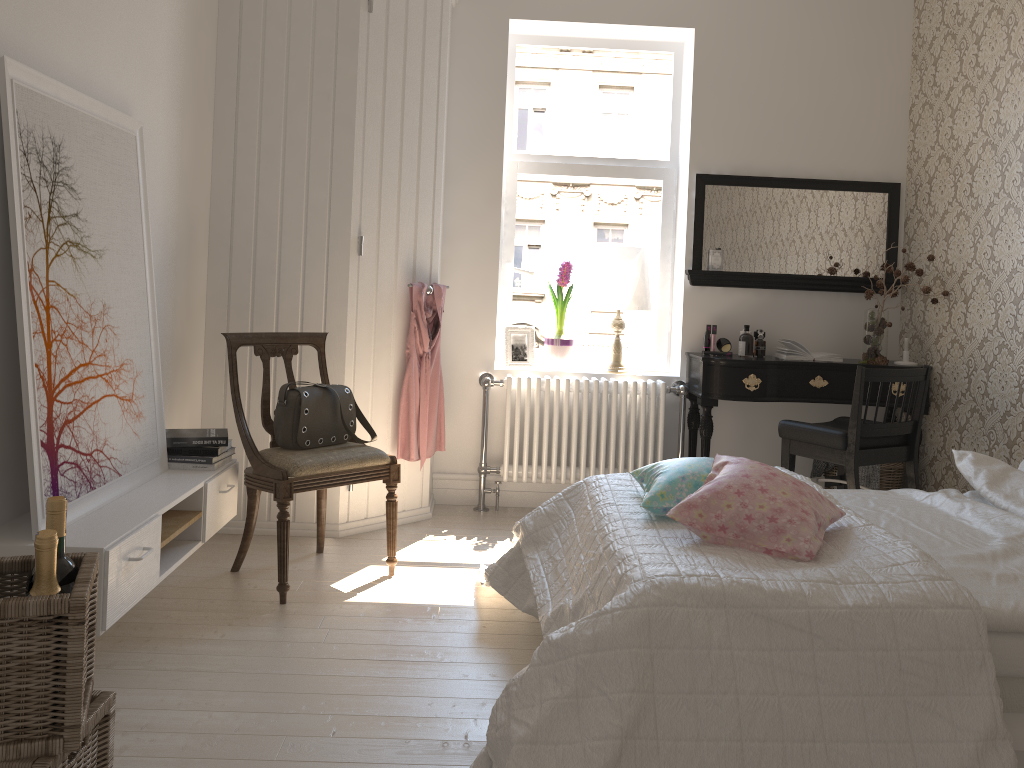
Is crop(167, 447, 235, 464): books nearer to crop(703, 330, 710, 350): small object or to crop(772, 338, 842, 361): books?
crop(703, 330, 710, 350): small object

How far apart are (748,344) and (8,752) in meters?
3.5 m

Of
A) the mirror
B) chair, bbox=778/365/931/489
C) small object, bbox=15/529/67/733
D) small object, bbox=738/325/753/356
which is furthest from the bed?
the mirror

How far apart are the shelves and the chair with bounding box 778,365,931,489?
2.27m

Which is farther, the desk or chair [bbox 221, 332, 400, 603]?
the desk

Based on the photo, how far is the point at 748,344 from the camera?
4.32m

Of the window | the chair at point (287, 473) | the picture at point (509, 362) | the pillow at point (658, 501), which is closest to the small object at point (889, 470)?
the window

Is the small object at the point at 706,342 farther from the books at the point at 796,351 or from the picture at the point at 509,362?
the picture at the point at 509,362

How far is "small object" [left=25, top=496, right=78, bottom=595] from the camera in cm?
169

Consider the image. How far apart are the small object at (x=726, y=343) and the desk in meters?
0.2 m
